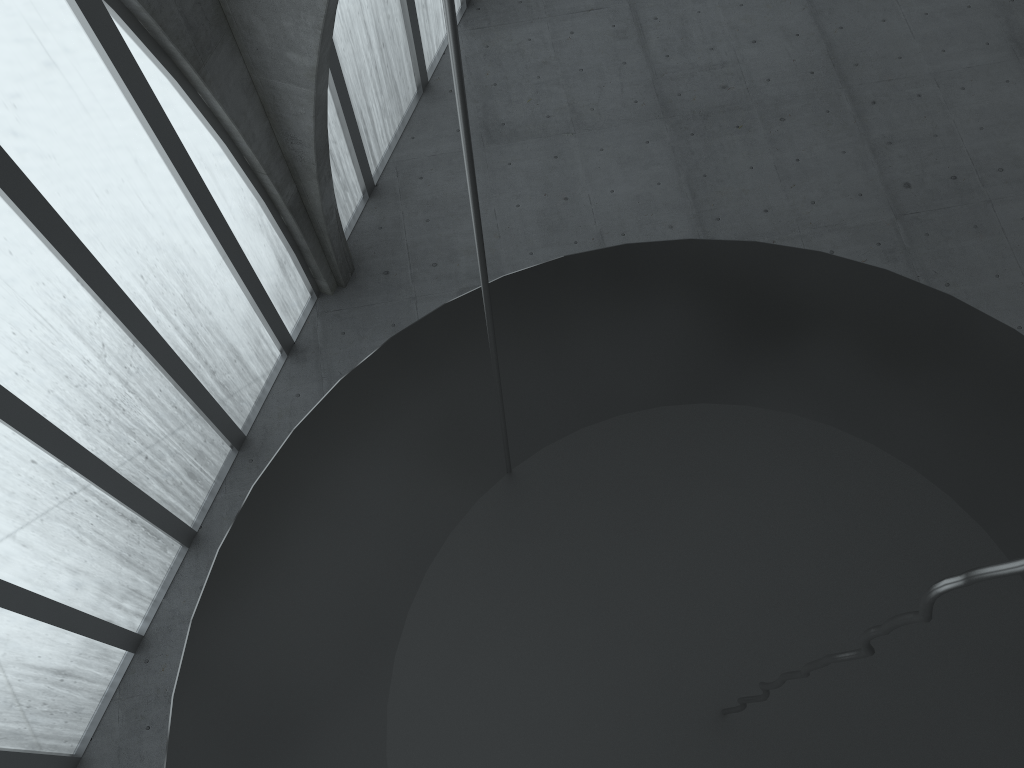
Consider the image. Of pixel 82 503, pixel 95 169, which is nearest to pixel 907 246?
pixel 95 169

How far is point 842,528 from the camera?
8.4 meters
